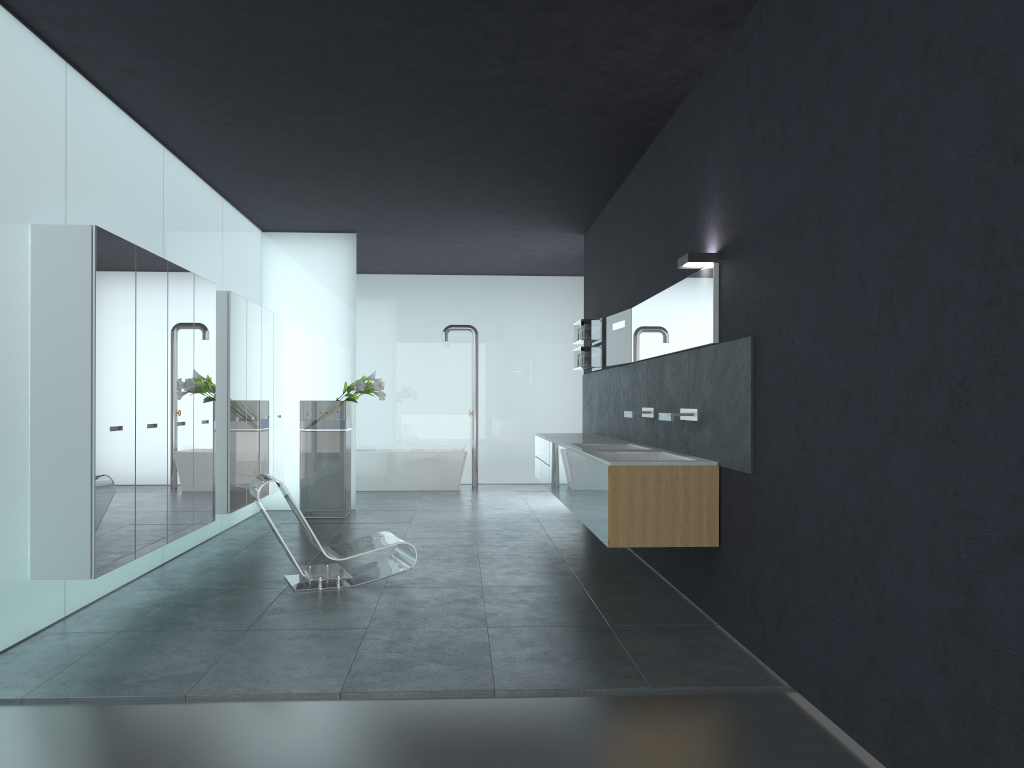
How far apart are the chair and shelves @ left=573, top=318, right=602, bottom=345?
4.0 meters

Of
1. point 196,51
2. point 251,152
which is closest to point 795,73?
point 196,51

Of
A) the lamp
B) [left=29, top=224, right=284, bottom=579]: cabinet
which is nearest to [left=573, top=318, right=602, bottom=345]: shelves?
[left=29, top=224, right=284, bottom=579]: cabinet

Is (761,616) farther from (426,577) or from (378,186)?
(378,186)

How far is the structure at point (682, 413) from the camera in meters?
6.3

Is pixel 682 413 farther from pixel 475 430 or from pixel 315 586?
pixel 475 430

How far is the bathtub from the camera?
14.67m

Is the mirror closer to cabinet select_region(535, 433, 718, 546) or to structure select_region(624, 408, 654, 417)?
structure select_region(624, 408, 654, 417)

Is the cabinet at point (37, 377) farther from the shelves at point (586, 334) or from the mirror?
the mirror

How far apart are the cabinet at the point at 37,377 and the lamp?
3.8m
